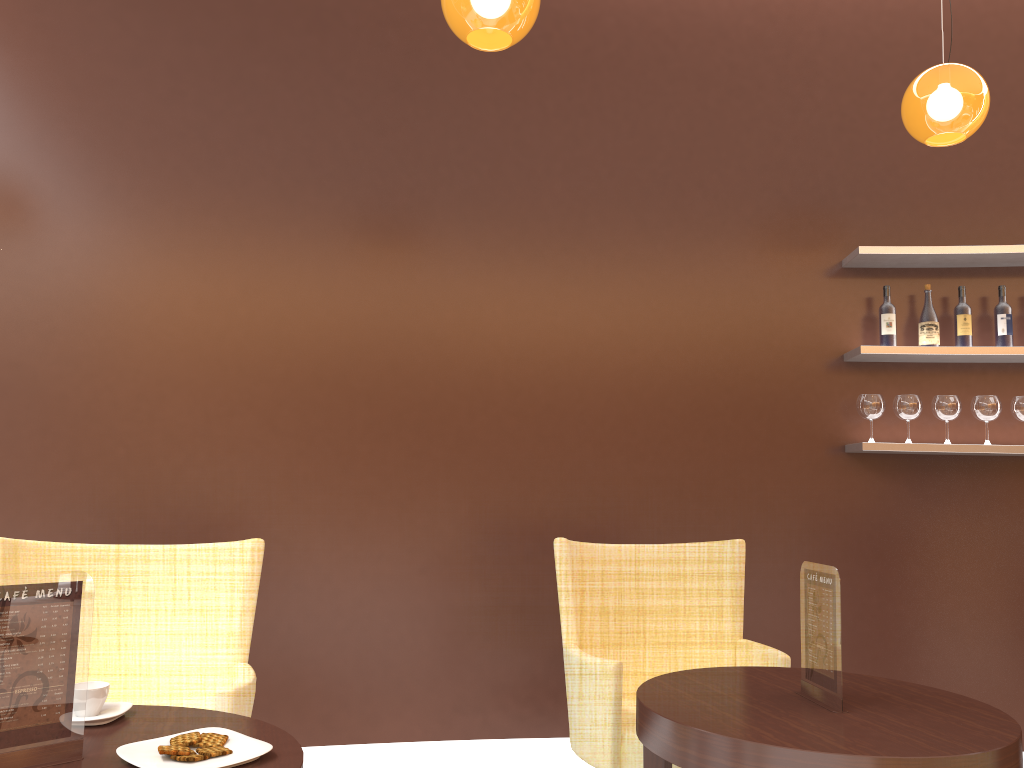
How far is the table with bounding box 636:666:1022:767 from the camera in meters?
1.8 m

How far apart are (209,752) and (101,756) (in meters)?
0.21

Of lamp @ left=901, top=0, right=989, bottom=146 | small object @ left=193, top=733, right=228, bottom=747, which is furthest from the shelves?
small object @ left=193, top=733, right=228, bottom=747

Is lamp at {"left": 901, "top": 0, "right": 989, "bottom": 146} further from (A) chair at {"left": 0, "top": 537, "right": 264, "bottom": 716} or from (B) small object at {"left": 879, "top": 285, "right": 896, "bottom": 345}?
(A) chair at {"left": 0, "top": 537, "right": 264, "bottom": 716}

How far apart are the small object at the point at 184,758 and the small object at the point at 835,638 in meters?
1.4

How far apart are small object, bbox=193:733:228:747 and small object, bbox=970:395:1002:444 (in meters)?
3.43

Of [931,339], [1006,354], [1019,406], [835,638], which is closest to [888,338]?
[931,339]

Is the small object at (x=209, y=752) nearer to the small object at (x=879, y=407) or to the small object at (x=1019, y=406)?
the small object at (x=879, y=407)

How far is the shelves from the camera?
3.8m

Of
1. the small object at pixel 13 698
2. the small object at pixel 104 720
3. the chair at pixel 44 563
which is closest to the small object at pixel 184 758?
the small object at pixel 13 698
